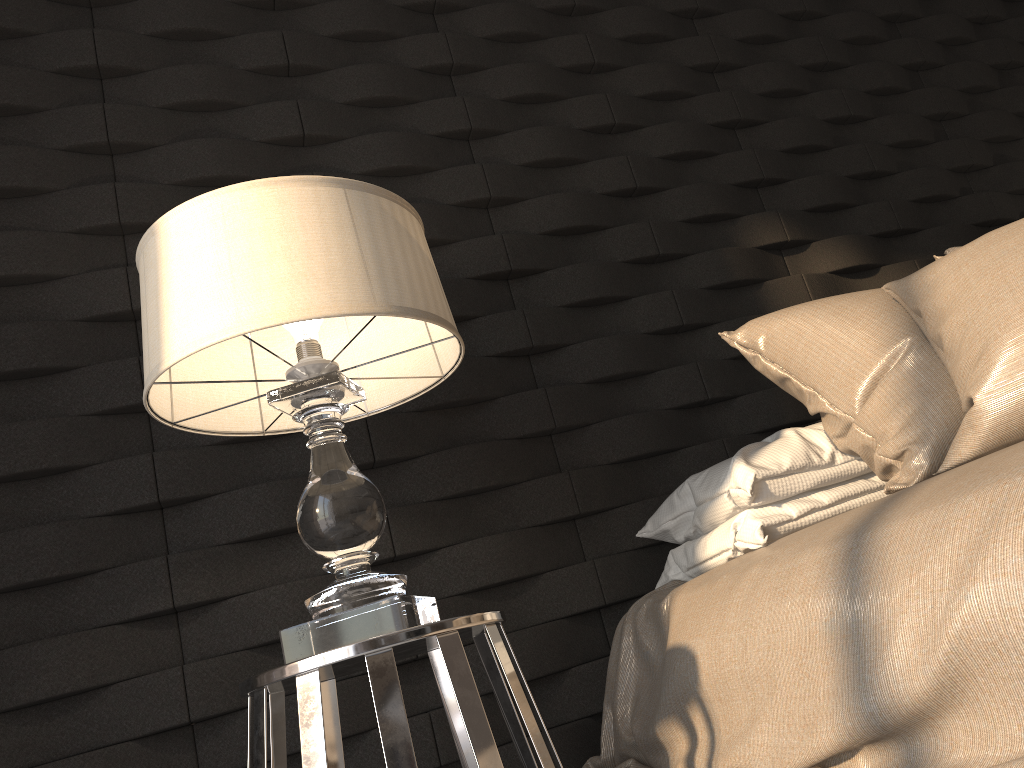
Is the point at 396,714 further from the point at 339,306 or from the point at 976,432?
the point at 976,432

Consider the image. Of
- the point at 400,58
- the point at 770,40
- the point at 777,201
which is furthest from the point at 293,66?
the point at 770,40

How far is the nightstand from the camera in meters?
1.1 m

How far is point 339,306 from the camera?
1.2m

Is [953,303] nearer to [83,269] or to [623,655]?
[623,655]

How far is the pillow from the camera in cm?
118

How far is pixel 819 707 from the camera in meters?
1.0

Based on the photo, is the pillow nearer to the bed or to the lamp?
the bed

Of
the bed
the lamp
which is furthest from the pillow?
the lamp

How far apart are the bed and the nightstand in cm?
26
